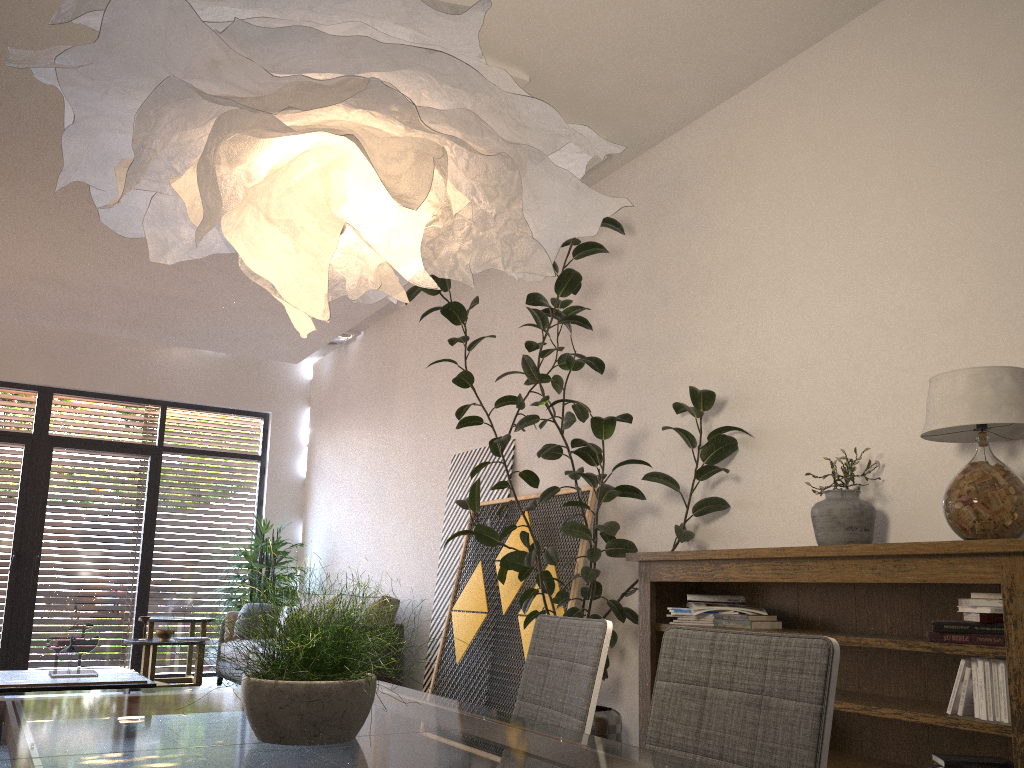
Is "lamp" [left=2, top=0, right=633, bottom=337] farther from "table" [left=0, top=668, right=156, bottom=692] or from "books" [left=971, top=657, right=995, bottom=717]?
"table" [left=0, top=668, right=156, bottom=692]

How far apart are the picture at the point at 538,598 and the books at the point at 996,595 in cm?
244

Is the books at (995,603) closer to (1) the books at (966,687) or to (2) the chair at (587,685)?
(1) the books at (966,687)

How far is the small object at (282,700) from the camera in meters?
1.5

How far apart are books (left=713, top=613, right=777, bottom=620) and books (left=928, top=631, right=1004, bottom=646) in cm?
90

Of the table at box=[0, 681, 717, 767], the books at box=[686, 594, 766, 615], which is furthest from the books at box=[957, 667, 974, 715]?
the table at box=[0, 681, 717, 767]

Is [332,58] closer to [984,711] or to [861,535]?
[984,711]

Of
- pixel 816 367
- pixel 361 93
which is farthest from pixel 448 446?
pixel 361 93

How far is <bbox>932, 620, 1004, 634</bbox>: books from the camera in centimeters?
276cm

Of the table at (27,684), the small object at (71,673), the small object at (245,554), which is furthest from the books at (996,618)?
the small object at (245,554)
